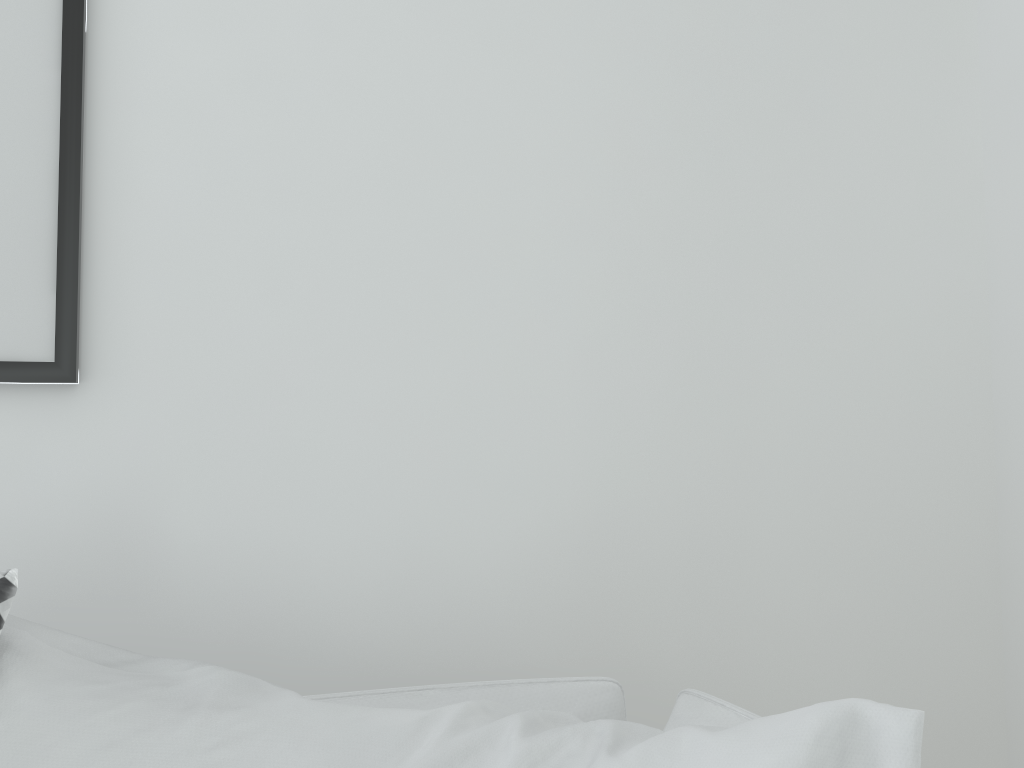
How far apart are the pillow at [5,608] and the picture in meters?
0.4

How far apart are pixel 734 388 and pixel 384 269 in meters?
0.5 m

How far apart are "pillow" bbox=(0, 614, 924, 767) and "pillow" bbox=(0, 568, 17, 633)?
0.02m

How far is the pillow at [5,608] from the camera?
0.5 meters

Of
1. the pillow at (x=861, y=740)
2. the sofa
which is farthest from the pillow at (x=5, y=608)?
the sofa

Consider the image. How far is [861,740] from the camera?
0.42m

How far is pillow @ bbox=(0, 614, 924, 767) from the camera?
0.42m

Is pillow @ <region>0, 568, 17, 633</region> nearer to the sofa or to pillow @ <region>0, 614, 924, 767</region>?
pillow @ <region>0, 614, 924, 767</region>

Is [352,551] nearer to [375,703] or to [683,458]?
[375,703]

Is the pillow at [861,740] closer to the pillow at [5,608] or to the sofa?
the pillow at [5,608]
